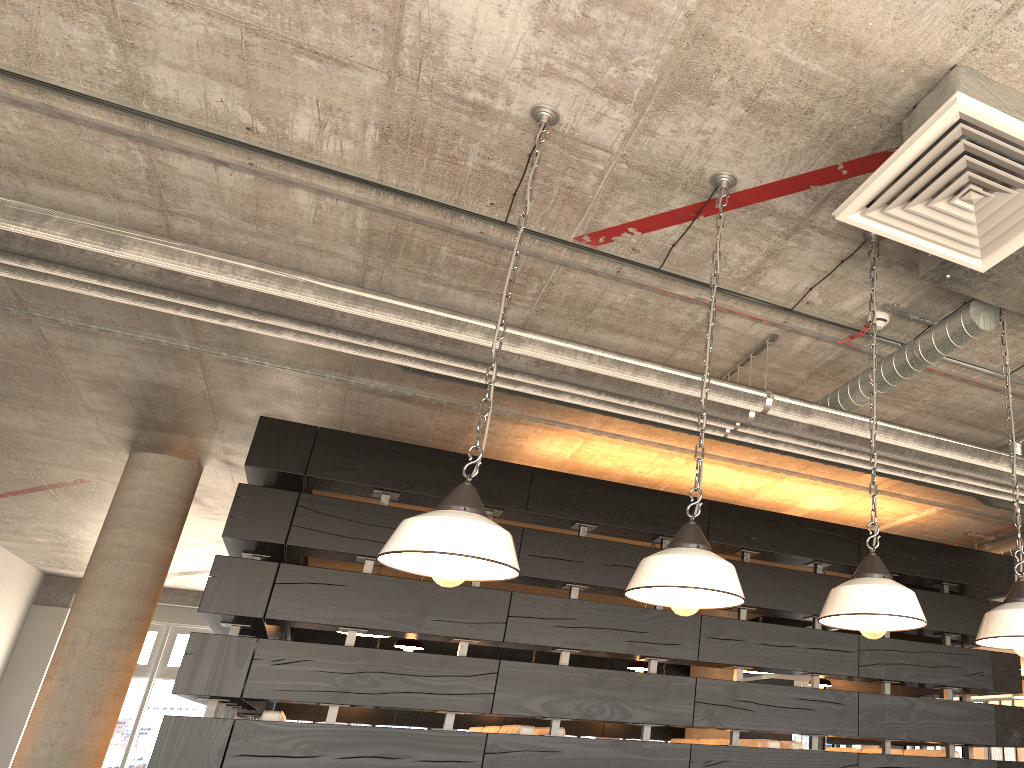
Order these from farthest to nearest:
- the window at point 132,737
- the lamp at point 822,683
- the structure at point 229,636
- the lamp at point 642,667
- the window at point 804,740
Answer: the window at point 804,740
the window at point 132,737
the lamp at point 822,683
the lamp at point 642,667
the structure at point 229,636

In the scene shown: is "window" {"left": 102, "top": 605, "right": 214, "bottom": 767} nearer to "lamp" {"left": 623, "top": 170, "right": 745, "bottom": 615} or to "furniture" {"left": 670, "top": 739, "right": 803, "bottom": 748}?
"furniture" {"left": 670, "top": 739, "right": 803, "bottom": 748}

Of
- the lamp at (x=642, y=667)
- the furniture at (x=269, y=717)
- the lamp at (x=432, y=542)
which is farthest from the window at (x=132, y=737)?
the lamp at (x=432, y=542)

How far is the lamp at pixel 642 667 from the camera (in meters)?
6.17

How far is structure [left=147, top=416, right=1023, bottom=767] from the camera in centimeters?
473cm

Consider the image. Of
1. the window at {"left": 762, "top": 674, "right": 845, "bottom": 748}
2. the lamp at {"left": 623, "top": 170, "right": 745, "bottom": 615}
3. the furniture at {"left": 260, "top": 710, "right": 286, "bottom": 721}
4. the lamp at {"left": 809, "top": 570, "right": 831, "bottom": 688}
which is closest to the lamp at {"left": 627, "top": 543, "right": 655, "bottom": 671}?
the lamp at {"left": 809, "top": 570, "right": 831, "bottom": 688}

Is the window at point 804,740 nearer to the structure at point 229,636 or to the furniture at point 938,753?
the structure at point 229,636

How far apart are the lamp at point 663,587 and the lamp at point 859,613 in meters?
0.3

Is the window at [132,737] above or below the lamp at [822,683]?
below

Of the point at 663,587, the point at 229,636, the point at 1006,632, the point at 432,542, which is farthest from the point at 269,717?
the point at 1006,632
